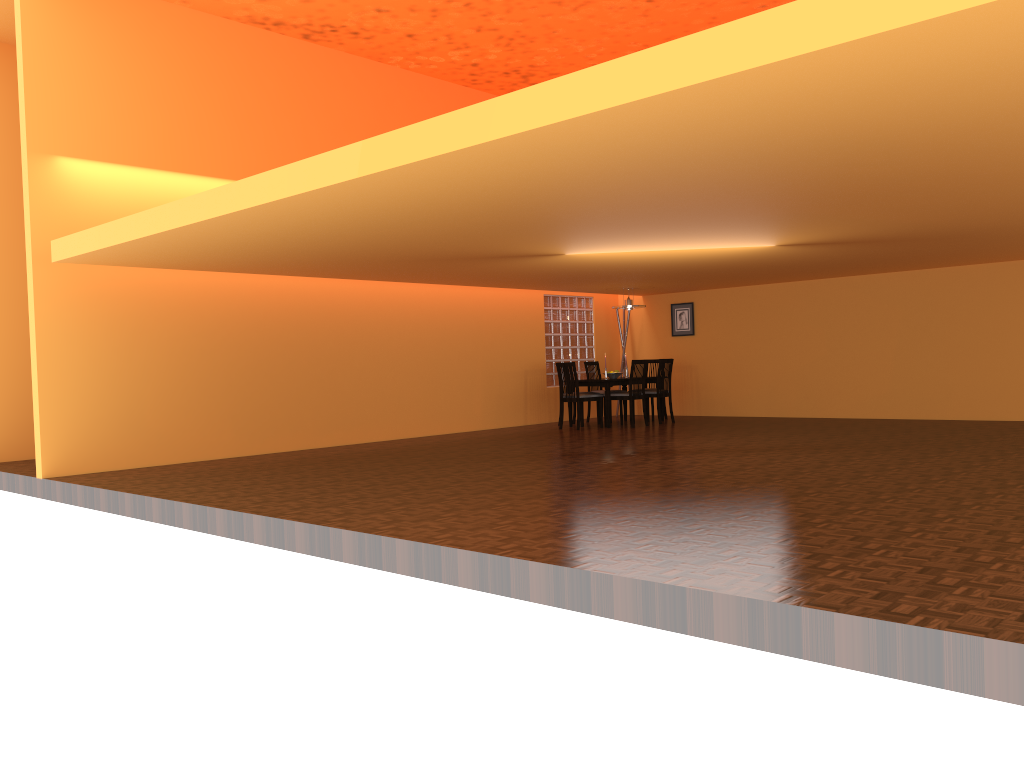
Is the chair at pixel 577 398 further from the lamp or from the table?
the lamp

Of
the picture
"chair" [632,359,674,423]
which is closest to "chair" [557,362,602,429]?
"chair" [632,359,674,423]

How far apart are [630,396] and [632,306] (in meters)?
1.30

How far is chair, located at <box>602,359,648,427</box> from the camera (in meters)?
10.48

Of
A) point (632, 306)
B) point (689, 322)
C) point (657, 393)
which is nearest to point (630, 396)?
point (657, 393)

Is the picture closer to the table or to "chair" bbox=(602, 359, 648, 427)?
the table

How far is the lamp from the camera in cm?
1113

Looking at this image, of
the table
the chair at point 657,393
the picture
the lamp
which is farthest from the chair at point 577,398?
the picture

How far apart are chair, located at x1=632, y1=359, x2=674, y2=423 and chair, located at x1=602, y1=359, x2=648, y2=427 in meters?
0.4 m

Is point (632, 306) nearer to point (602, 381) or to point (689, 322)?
point (602, 381)
